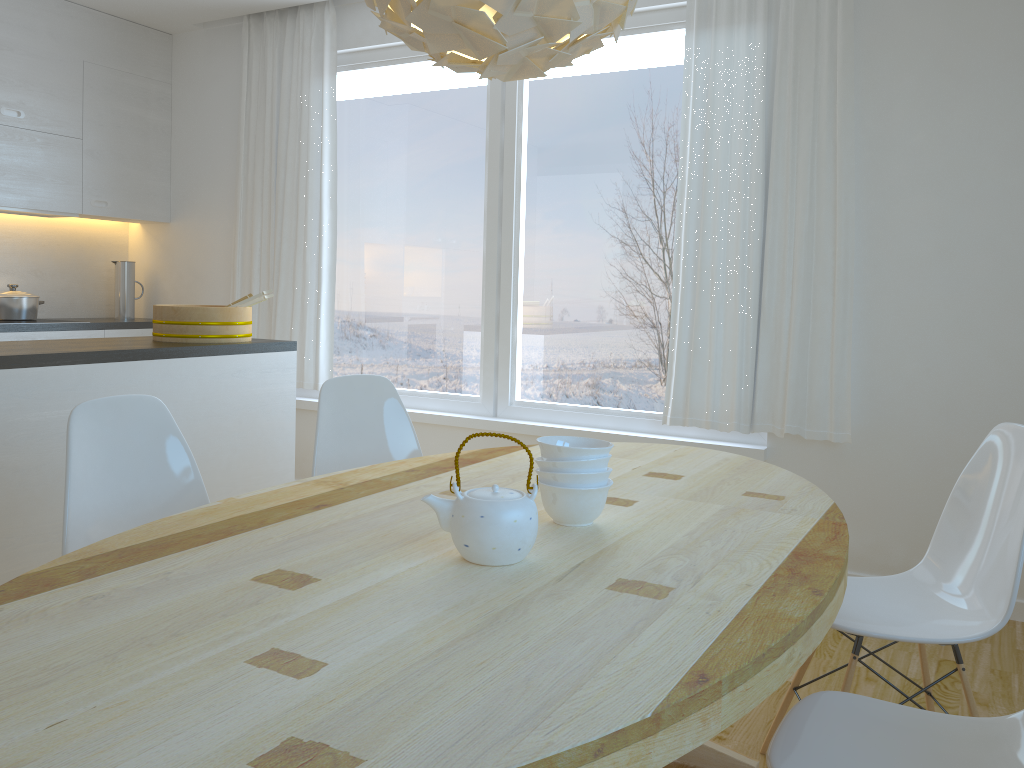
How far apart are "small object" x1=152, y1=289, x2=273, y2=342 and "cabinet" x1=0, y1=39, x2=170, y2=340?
1.5m

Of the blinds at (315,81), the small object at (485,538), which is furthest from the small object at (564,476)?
the blinds at (315,81)

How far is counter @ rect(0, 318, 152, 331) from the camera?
4.48m

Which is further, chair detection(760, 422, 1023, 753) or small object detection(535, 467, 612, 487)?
chair detection(760, 422, 1023, 753)

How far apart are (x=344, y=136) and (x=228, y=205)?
0.9 meters

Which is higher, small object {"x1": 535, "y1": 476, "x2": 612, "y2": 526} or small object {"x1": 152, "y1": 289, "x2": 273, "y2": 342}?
small object {"x1": 152, "y1": 289, "x2": 273, "y2": 342}

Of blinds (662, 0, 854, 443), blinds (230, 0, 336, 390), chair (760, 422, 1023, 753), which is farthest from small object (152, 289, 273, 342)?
chair (760, 422, 1023, 753)

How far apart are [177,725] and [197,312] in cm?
267

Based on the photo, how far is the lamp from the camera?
1.5m

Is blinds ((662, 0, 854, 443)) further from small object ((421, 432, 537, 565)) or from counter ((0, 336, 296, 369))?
small object ((421, 432, 537, 565))
